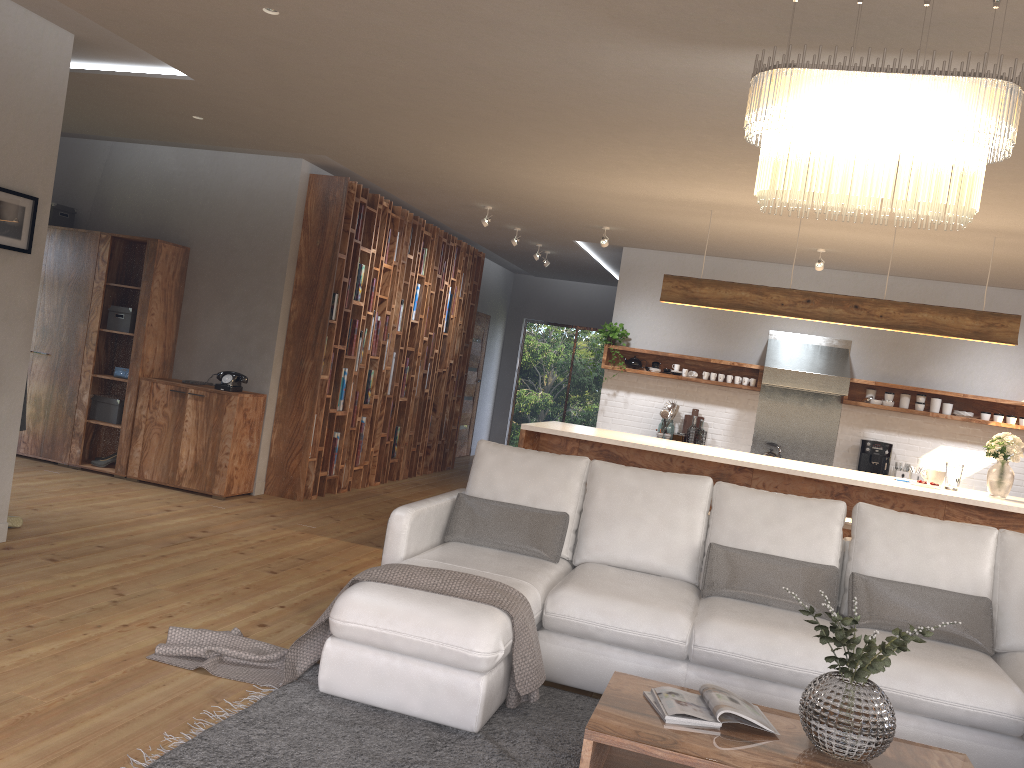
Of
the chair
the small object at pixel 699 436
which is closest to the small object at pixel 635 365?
the small object at pixel 699 436

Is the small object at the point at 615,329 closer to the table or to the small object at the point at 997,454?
the small object at the point at 997,454

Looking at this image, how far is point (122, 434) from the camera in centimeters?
718cm

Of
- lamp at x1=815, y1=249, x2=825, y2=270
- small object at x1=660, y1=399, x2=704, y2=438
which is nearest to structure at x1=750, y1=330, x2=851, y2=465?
small object at x1=660, y1=399, x2=704, y2=438

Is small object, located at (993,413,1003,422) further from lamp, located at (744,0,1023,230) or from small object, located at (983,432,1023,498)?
lamp, located at (744,0,1023,230)

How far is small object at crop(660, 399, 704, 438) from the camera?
9.0m

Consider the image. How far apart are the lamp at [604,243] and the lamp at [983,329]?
1.4m

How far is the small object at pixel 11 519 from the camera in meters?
5.2 m

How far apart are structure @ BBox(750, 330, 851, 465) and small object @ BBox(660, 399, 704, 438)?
0.68m

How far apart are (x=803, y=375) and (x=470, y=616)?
5.9m
